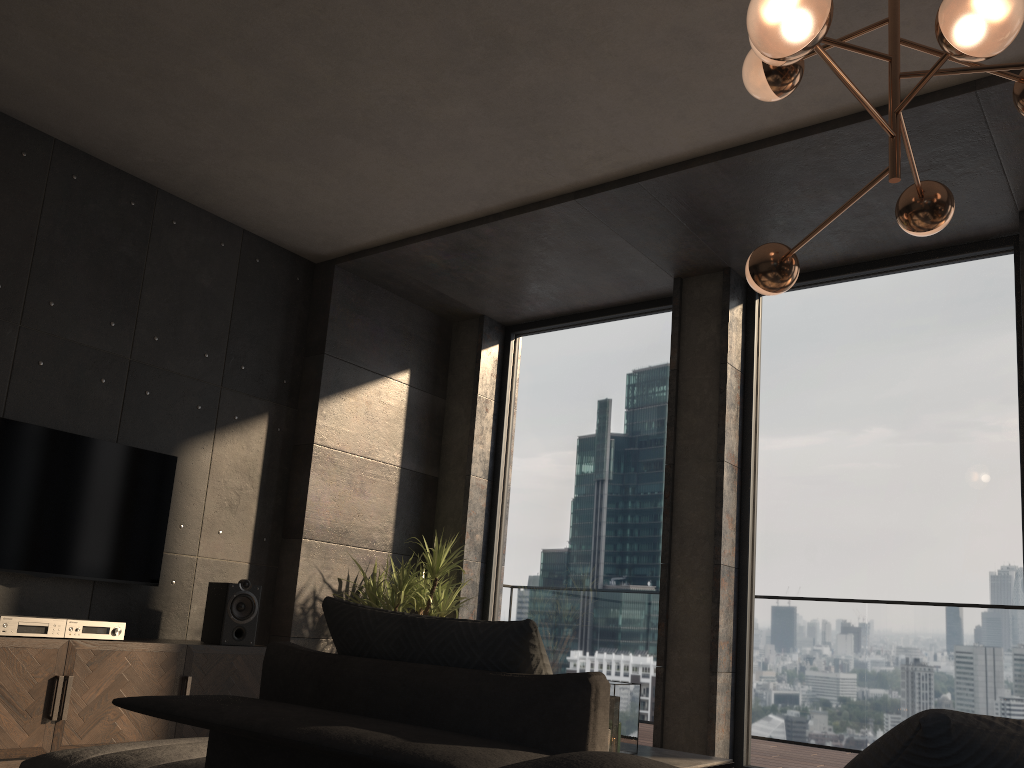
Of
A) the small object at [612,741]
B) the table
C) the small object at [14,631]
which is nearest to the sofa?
the small object at [612,741]

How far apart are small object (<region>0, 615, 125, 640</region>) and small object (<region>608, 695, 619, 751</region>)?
2.42m

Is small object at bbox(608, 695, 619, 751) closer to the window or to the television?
the window

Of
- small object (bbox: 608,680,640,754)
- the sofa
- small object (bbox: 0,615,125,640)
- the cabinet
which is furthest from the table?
small object (bbox: 0,615,125,640)

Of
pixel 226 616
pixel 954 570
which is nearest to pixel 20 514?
pixel 226 616

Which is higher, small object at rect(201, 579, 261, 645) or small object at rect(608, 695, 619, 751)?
small object at rect(201, 579, 261, 645)

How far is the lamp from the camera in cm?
204

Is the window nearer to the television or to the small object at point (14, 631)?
the television

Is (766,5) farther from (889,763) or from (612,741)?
(612,741)

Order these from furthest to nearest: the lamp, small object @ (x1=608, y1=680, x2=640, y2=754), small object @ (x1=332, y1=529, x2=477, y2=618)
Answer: small object @ (x1=332, y1=529, x2=477, y2=618), small object @ (x1=608, y1=680, x2=640, y2=754), the lamp
